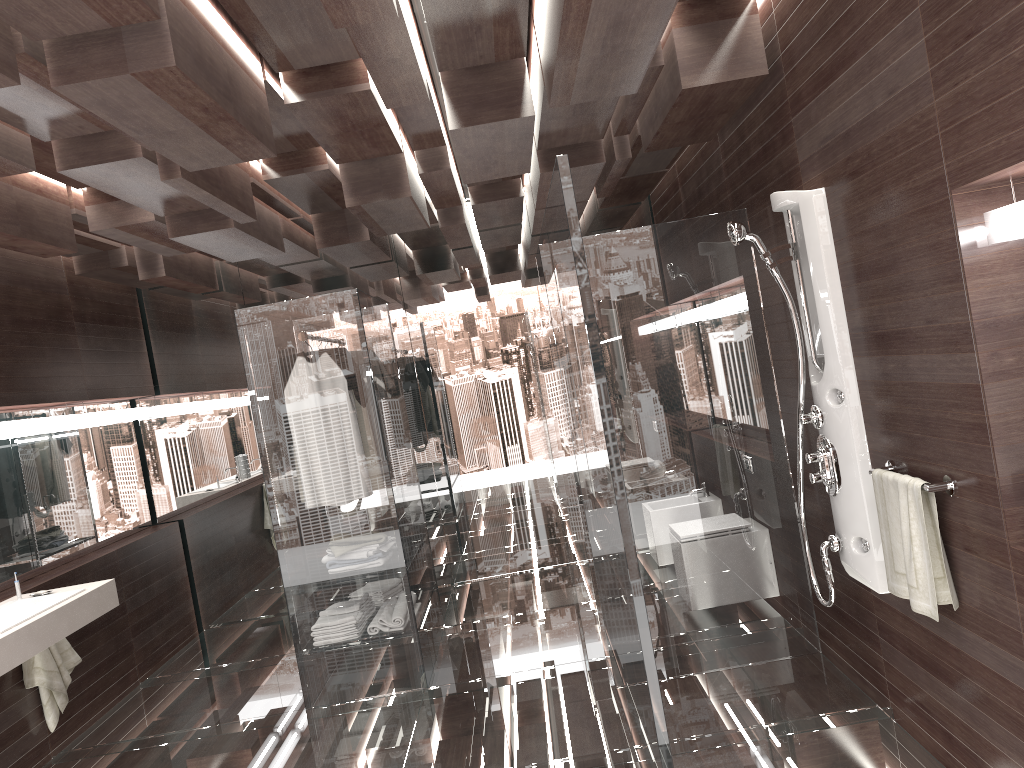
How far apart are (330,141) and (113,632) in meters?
3.2 m

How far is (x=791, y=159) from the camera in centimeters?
335cm

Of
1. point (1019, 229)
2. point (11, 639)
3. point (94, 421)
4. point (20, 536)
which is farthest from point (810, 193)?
point (94, 421)

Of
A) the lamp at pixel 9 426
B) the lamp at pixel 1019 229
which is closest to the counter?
the lamp at pixel 9 426

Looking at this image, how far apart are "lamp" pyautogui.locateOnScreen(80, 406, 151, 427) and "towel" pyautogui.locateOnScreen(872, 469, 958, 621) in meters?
4.5 m

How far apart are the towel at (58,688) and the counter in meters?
0.4

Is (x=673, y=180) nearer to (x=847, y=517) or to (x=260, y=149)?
(x=847, y=517)

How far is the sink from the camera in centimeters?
362cm

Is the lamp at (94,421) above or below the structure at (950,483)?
above

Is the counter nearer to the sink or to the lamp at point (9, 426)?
the sink
